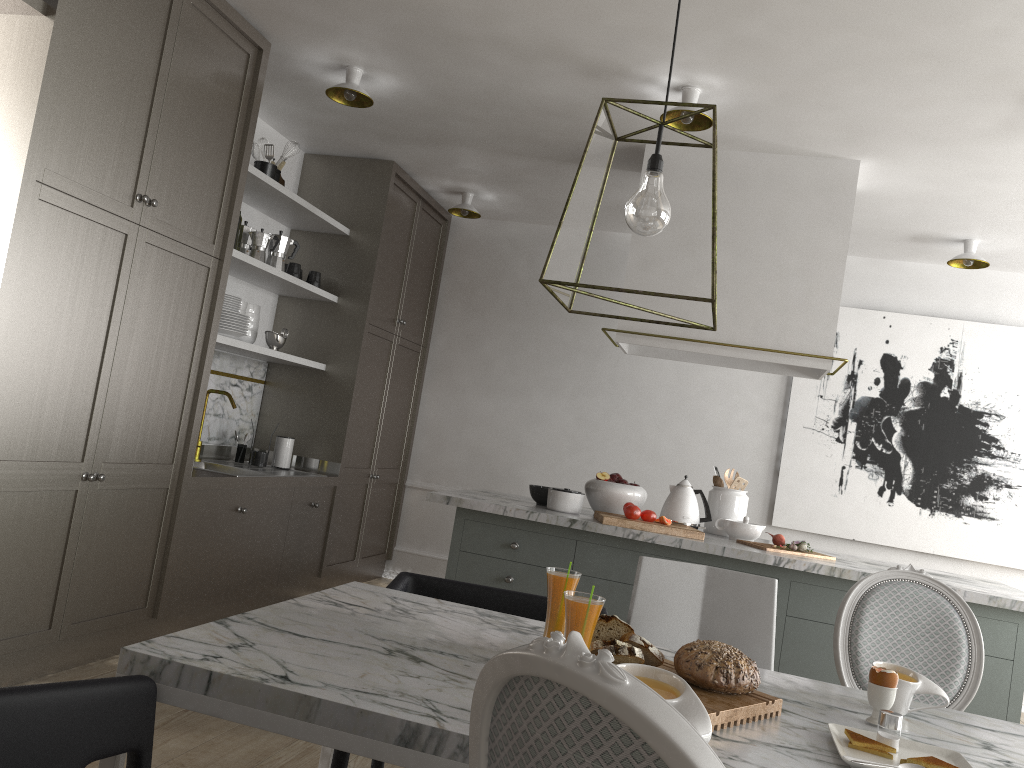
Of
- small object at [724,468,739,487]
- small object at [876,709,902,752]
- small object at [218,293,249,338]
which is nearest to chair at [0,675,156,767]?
small object at [876,709,902,752]

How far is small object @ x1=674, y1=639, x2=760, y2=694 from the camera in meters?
1.5 m

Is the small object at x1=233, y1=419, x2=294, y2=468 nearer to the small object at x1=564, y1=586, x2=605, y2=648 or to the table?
the table

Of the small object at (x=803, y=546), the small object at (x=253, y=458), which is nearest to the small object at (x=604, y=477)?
the small object at (x=803, y=546)

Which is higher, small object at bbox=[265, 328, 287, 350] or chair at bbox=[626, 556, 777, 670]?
small object at bbox=[265, 328, 287, 350]

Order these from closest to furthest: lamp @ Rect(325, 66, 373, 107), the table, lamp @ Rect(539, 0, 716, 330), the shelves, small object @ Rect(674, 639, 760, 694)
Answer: the table → small object @ Rect(674, 639, 760, 694) → lamp @ Rect(539, 0, 716, 330) → lamp @ Rect(325, 66, 373, 107) → the shelves

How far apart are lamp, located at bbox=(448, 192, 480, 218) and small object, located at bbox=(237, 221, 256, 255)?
1.4m

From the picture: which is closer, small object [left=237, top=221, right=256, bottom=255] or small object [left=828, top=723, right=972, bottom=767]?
small object [left=828, top=723, right=972, bottom=767]

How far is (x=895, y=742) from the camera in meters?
1.4 m

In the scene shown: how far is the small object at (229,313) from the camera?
3.86m
